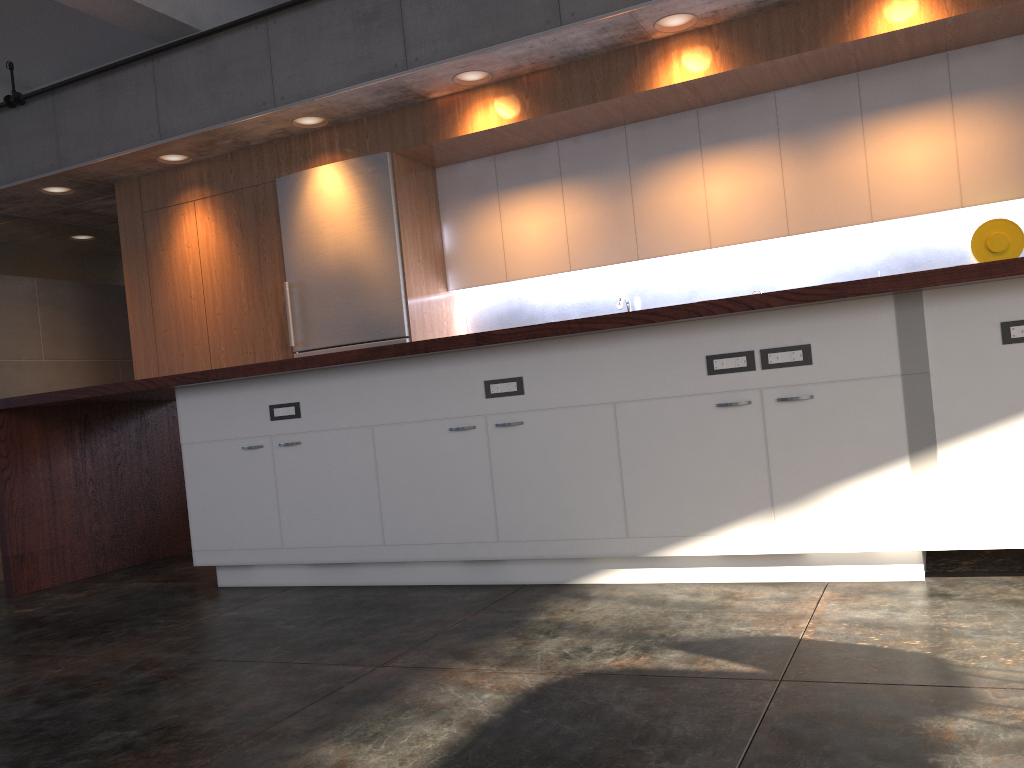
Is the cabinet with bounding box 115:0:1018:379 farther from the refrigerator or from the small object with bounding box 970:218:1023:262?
the small object with bounding box 970:218:1023:262

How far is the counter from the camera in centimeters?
285cm

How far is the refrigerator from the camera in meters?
6.0 m

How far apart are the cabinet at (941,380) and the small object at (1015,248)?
2.4 meters

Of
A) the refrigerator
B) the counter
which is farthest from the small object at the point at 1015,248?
the refrigerator

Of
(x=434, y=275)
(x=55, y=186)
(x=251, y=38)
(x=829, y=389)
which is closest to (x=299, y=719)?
(x=829, y=389)

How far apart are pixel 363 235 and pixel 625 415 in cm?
344

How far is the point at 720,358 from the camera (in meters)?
2.96

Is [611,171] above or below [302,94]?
below

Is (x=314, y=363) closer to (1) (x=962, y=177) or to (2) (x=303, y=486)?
(2) (x=303, y=486)
